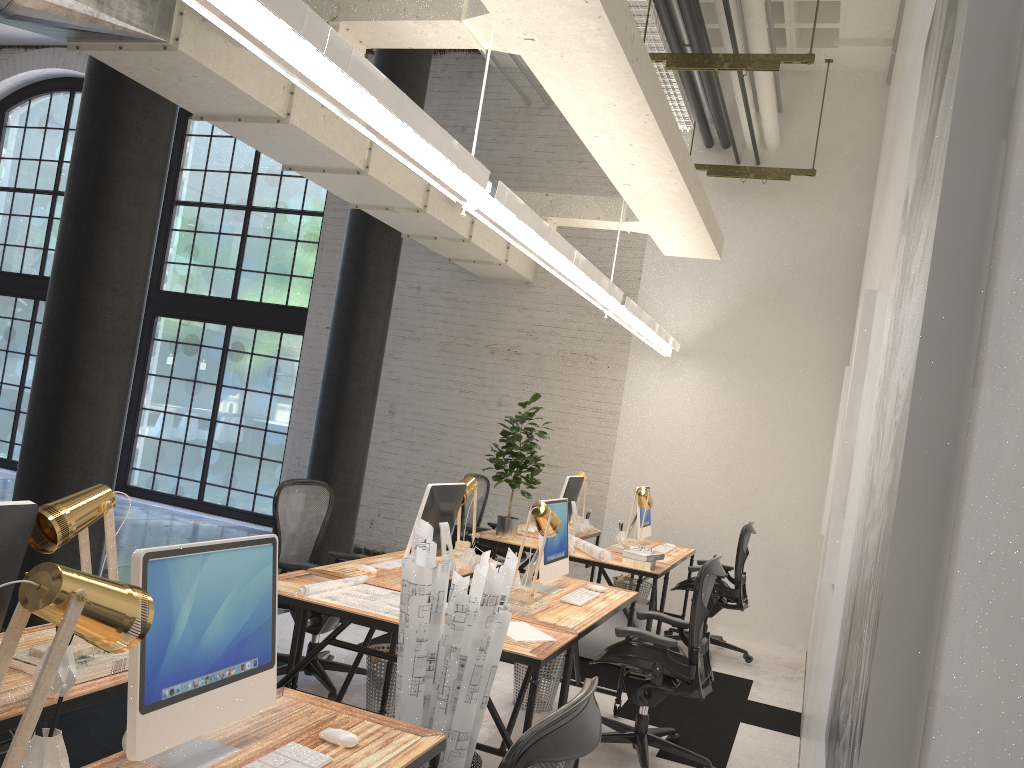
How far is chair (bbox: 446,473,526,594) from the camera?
7.15m

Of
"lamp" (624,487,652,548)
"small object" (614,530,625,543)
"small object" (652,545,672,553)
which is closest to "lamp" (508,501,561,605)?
"lamp" (624,487,652,548)

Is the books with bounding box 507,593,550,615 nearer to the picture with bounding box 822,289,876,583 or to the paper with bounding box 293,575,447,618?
the paper with bounding box 293,575,447,618

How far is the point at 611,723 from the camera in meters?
4.6 m

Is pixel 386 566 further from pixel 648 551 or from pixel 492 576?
pixel 648 551

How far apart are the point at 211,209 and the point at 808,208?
6.9m

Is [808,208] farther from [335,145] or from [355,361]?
[335,145]

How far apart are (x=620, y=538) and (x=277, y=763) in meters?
5.1

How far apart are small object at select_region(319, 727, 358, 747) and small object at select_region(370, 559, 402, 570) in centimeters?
237cm

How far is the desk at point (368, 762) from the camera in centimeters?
211cm
